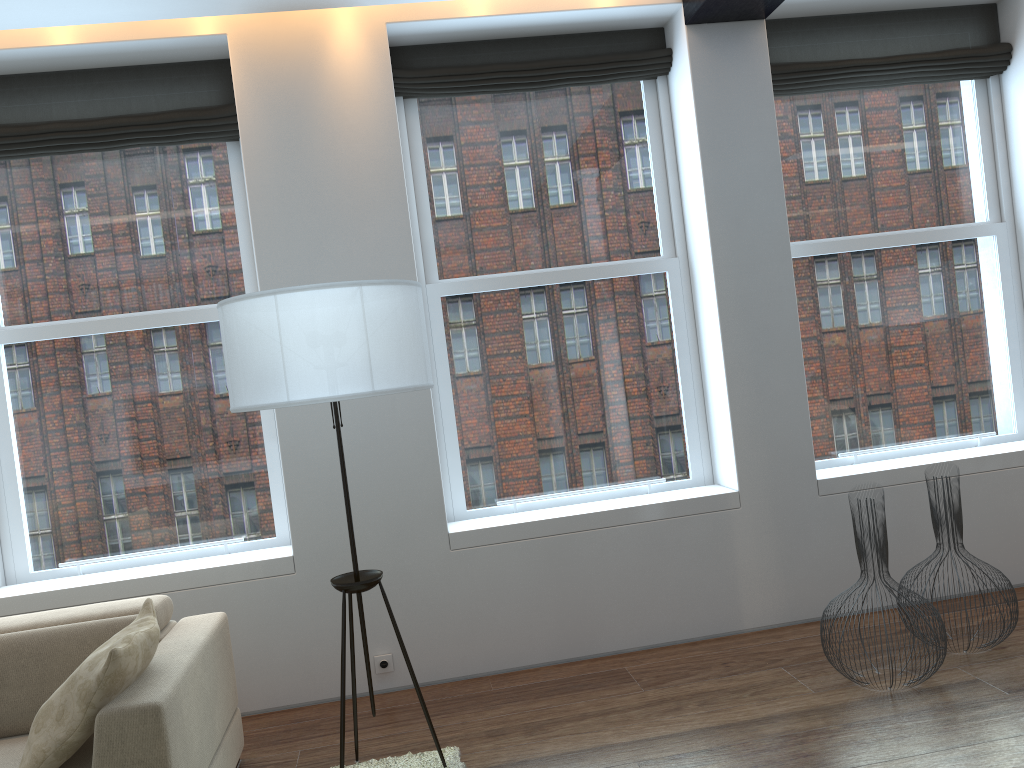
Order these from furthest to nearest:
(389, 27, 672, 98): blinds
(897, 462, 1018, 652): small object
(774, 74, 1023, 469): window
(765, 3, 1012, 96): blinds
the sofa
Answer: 1. (774, 74, 1023, 469): window
2. (765, 3, 1012, 96): blinds
3. (389, 27, 672, 98): blinds
4. (897, 462, 1018, 652): small object
5. the sofa

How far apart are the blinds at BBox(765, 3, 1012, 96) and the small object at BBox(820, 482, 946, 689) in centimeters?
232cm

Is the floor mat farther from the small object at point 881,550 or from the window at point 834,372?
the window at point 834,372

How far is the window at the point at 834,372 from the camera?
4.64m

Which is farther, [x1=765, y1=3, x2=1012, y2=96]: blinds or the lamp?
[x1=765, y1=3, x2=1012, y2=96]: blinds

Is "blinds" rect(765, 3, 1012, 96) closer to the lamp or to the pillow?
the lamp

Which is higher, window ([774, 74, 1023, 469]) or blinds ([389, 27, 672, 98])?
blinds ([389, 27, 672, 98])

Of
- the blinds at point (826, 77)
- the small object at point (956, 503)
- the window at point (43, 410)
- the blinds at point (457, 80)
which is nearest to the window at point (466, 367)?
the blinds at point (457, 80)

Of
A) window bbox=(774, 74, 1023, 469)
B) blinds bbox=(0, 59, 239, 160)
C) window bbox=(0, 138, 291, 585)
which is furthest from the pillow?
window bbox=(774, 74, 1023, 469)

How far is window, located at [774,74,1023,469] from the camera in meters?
4.6 m
